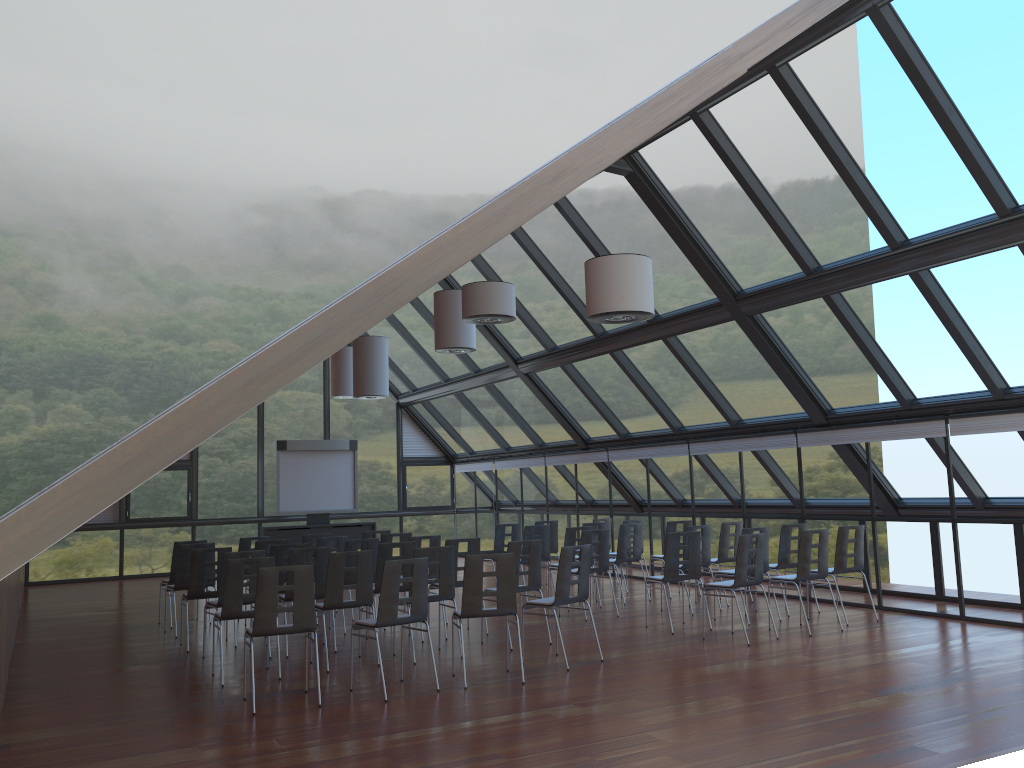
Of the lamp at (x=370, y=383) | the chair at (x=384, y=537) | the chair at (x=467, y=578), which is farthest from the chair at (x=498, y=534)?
the chair at (x=467, y=578)

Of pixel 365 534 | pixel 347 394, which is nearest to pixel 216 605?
pixel 365 534

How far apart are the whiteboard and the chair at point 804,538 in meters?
12.3 m

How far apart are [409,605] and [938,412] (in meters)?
7.11

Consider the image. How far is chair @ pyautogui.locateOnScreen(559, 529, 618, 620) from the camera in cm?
1204

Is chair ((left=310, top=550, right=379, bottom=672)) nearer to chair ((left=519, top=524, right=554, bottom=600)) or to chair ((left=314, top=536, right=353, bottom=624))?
chair ((left=314, top=536, right=353, bottom=624))

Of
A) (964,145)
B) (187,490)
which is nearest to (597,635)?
Answer: (964,145)

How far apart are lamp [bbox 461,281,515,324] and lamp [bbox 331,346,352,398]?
9.5 meters

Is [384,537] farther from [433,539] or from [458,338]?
[458,338]

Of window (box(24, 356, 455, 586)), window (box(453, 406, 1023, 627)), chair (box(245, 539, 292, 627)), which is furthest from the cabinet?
chair (box(245, 539, 292, 627))
